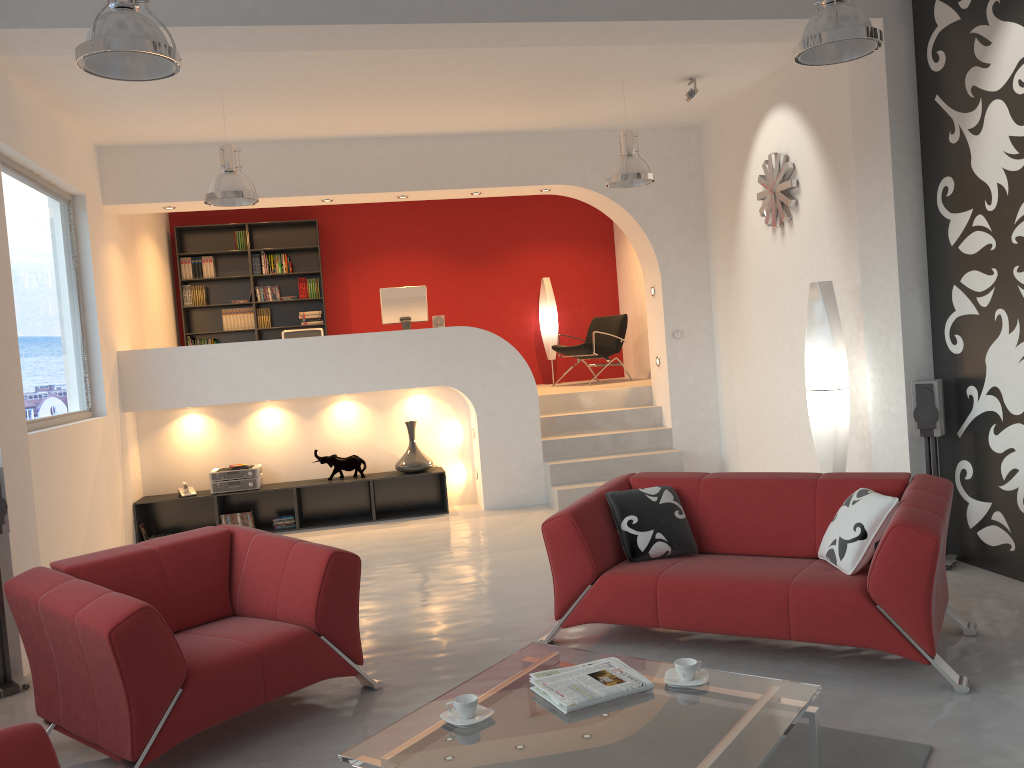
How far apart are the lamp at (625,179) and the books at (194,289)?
5.7 meters

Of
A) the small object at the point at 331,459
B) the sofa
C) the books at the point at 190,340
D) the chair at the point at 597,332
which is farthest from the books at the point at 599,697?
the books at the point at 190,340

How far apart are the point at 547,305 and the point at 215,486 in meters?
4.8

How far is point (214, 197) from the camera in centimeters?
623cm

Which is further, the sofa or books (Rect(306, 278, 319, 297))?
books (Rect(306, 278, 319, 297))

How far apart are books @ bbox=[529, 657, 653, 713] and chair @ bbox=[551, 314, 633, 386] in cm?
701

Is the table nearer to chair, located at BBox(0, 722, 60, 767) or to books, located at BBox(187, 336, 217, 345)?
chair, located at BBox(0, 722, 60, 767)

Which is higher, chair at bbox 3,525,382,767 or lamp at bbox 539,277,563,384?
lamp at bbox 539,277,563,384

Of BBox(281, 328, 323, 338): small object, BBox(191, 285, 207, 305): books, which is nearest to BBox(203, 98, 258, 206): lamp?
BBox(281, 328, 323, 338): small object

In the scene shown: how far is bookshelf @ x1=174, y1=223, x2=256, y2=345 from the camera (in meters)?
10.58
